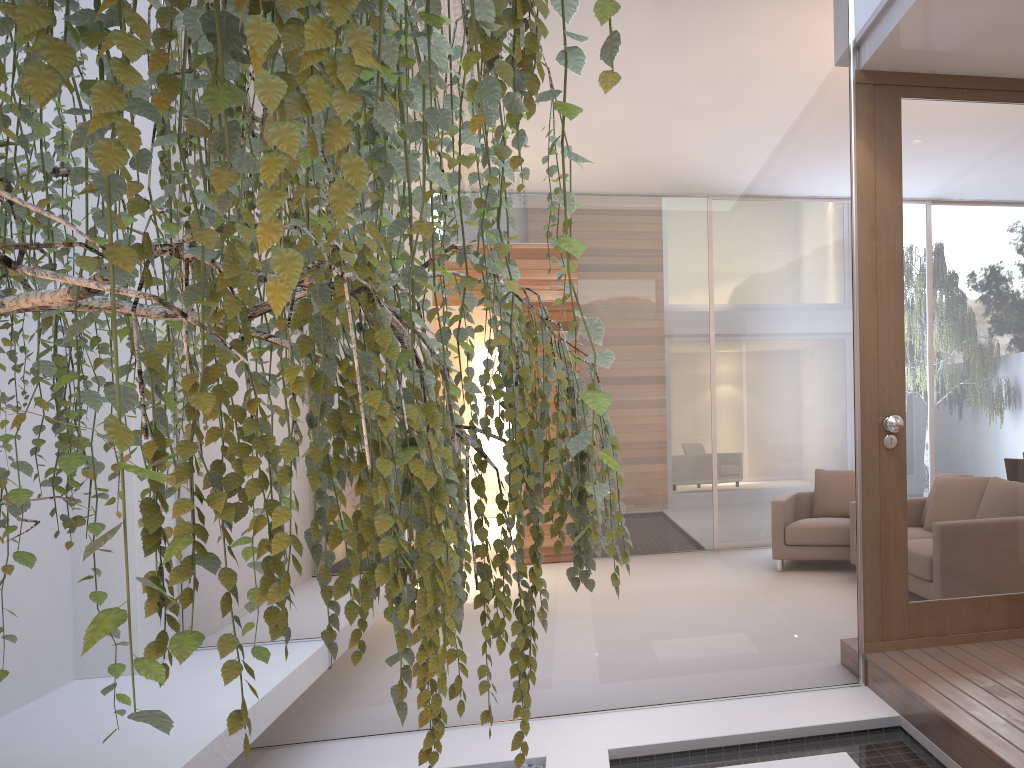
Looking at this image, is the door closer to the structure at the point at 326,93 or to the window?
the window

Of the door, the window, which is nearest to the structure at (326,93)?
the window

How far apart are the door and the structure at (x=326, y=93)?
2.1m

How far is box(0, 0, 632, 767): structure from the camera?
0.59m

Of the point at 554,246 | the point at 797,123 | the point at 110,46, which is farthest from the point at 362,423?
the point at 797,123

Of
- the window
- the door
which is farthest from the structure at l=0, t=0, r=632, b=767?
the door

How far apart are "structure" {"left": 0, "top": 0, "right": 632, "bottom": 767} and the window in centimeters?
121cm

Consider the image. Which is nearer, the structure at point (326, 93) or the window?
the structure at point (326, 93)

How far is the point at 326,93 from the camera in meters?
0.6 m

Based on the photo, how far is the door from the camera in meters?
3.3
